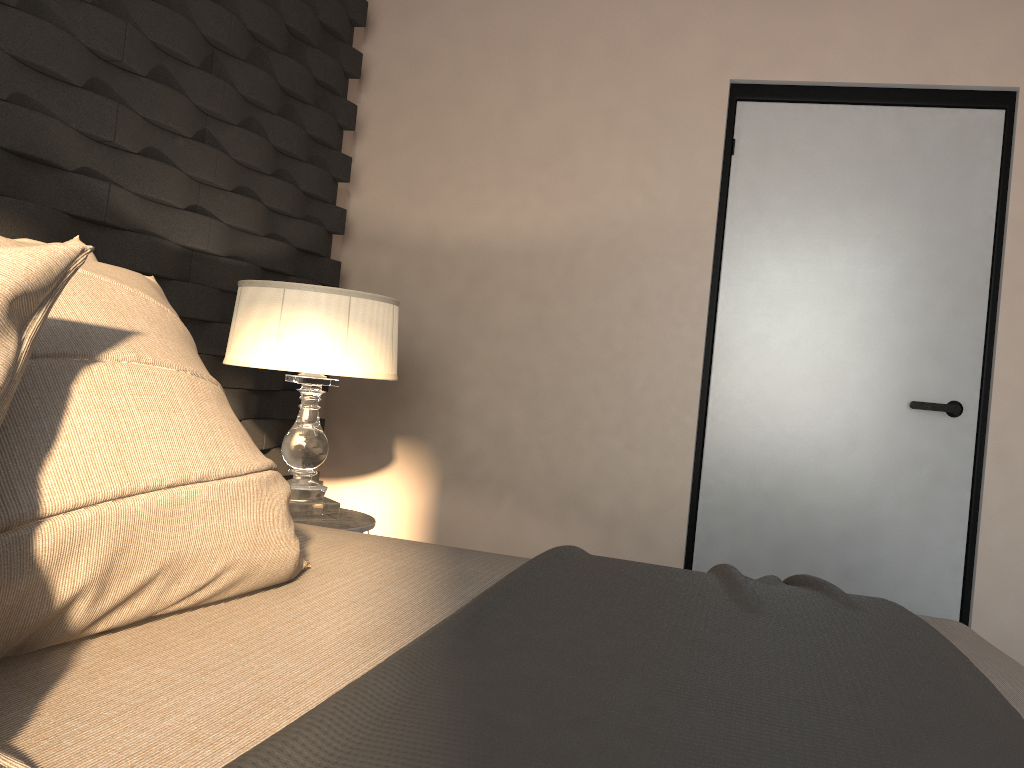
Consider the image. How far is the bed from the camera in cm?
68

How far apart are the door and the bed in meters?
1.6

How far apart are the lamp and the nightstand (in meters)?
0.02

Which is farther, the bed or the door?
the door

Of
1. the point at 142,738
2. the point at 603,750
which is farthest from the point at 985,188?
the point at 142,738

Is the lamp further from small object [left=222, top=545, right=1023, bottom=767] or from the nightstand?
small object [left=222, top=545, right=1023, bottom=767]

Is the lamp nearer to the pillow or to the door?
the pillow

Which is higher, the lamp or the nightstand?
the lamp

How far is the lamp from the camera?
2.3m

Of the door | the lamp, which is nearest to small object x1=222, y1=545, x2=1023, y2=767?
the lamp
